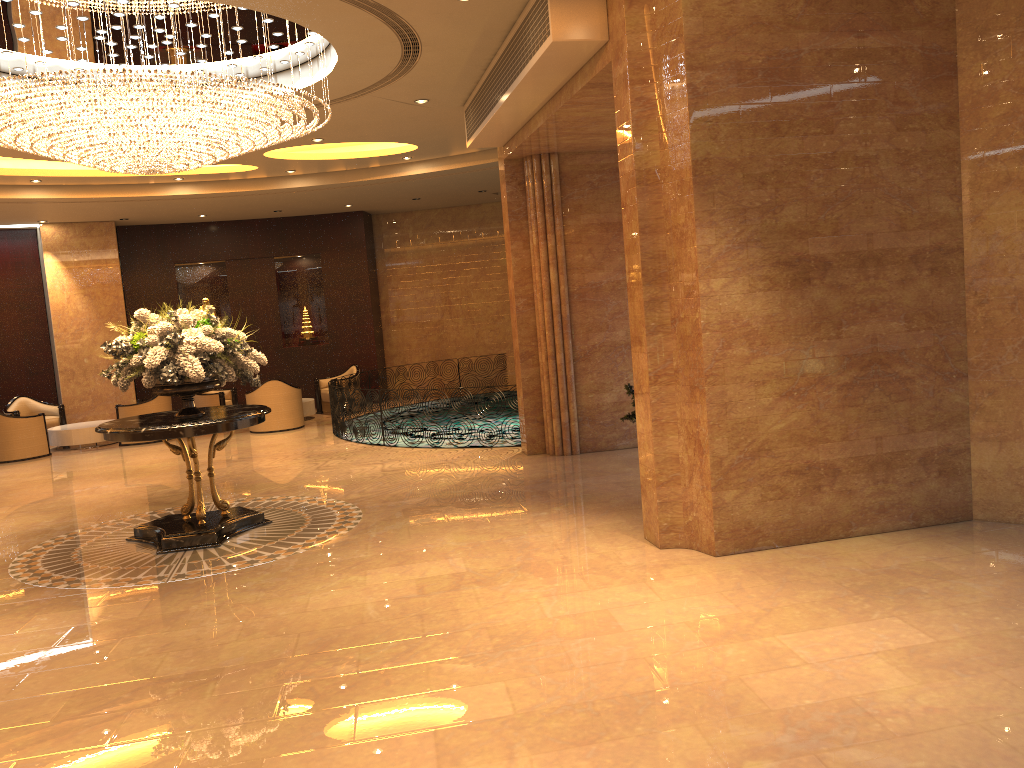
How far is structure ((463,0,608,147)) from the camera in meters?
6.4

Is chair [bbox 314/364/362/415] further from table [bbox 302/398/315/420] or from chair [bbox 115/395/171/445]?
chair [bbox 115/395/171/445]

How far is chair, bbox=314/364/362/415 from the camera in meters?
17.3 m

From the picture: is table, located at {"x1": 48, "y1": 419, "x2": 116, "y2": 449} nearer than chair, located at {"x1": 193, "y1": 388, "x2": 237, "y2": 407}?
Yes

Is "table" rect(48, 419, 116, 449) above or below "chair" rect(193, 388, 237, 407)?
below

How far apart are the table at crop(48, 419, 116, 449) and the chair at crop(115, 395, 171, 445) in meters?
0.6

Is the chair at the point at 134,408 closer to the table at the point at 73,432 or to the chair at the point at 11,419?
the table at the point at 73,432

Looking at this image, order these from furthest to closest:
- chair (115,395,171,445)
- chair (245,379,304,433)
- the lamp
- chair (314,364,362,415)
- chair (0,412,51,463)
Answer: chair (314,364,362,415)
chair (245,379,304,433)
chair (115,395,171,445)
chair (0,412,51,463)
the lamp

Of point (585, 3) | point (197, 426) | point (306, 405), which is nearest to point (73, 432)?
point (306, 405)

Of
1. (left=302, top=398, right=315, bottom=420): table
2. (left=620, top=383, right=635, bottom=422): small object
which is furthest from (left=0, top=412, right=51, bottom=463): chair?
(left=620, top=383, right=635, bottom=422): small object
